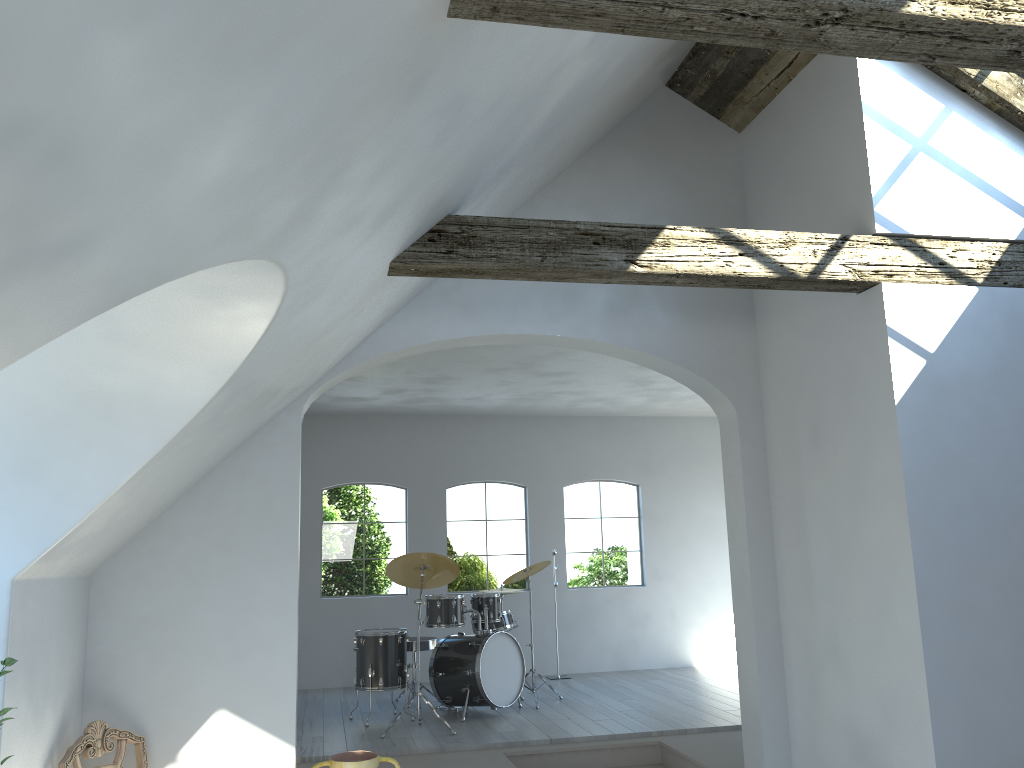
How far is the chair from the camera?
3.91m

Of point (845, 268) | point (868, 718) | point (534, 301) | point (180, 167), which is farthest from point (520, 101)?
point (868, 718)

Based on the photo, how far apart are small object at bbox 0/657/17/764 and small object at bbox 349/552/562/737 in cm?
443

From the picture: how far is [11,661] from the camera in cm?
274

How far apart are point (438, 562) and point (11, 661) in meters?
4.8

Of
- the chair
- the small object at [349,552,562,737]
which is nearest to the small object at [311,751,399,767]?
the chair

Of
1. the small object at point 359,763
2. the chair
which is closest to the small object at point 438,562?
the small object at point 359,763

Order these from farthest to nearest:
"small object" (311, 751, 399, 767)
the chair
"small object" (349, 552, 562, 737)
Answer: "small object" (349, 552, 562, 737) → "small object" (311, 751, 399, 767) → the chair

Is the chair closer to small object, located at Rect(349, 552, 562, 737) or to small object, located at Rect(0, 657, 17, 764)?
small object, located at Rect(0, 657, 17, 764)

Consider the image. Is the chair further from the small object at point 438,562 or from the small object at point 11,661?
the small object at point 438,562
